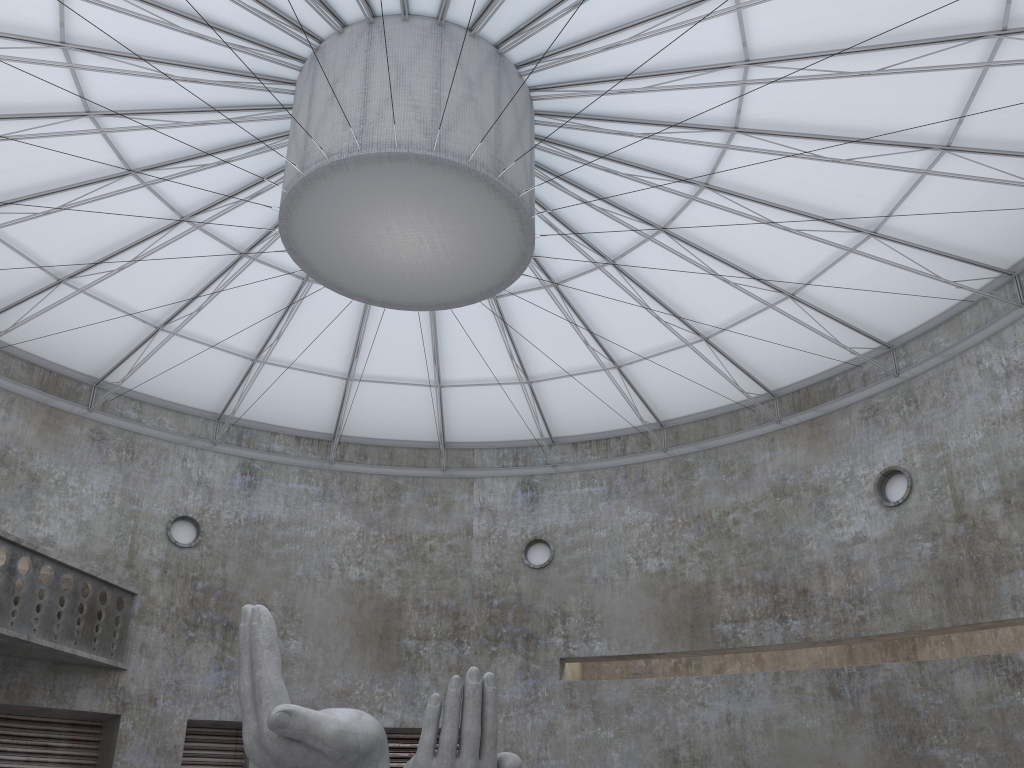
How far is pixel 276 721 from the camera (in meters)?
17.02

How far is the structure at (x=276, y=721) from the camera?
17.0m

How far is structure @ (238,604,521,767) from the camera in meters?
17.0 m
